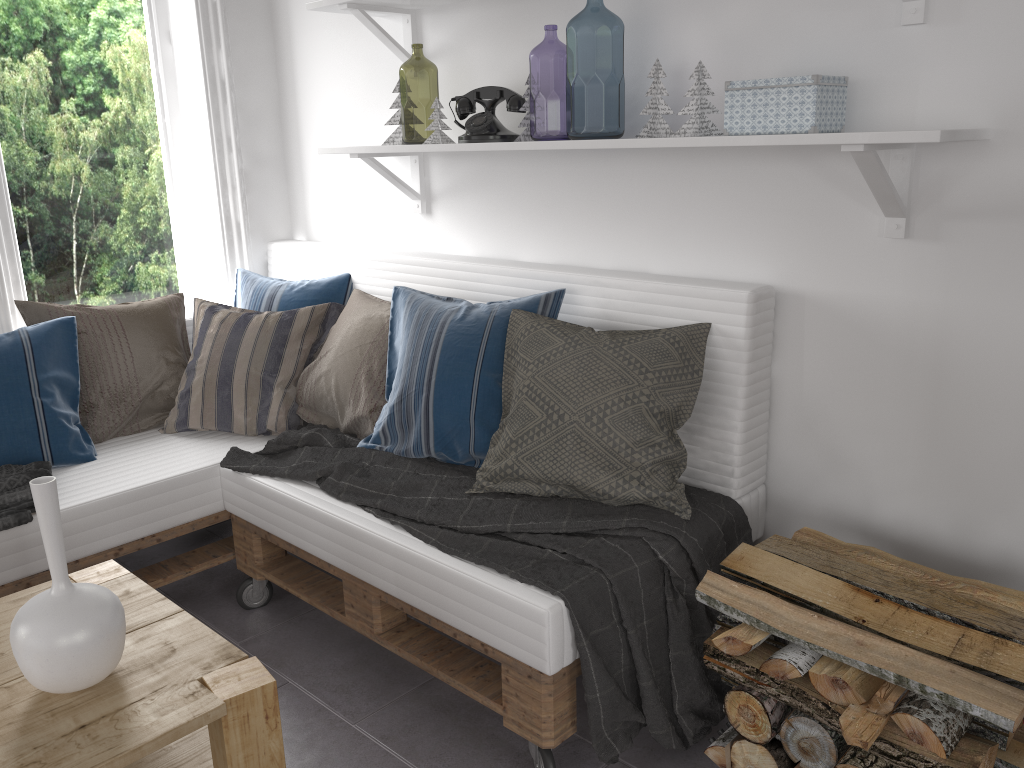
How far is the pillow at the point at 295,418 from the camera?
2.6m

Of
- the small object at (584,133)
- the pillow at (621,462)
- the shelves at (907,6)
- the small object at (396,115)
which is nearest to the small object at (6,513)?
the pillow at (621,462)

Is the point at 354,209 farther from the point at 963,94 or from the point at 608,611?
the point at 963,94

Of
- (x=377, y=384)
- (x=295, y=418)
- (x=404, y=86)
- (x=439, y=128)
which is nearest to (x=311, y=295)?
(x=295, y=418)

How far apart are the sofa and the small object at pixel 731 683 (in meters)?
0.32

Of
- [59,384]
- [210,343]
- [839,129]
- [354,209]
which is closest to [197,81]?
[354,209]

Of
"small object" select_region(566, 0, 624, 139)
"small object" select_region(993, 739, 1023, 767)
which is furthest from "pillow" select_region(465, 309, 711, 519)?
"small object" select_region(566, 0, 624, 139)

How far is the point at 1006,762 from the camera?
1.40m

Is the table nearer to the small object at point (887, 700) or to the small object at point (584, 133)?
the small object at point (887, 700)

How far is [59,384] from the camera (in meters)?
2.51
